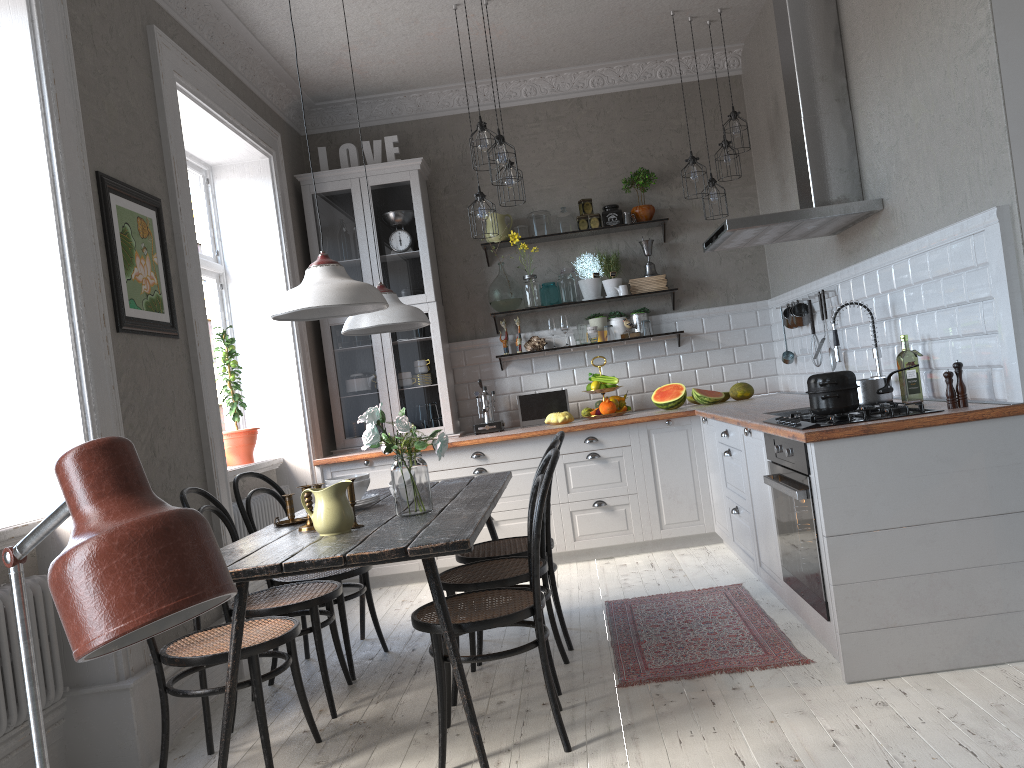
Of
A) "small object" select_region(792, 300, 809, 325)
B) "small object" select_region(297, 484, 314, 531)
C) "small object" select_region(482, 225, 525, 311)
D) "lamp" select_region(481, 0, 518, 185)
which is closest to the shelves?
"small object" select_region(482, 225, 525, 311)

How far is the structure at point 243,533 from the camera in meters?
4.7 m

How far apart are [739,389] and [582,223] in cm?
157

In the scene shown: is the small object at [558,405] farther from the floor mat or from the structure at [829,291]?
the floor mat

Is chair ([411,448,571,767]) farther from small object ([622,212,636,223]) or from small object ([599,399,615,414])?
small object ([622,212,636,223])

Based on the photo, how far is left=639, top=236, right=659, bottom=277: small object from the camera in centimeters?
617cm

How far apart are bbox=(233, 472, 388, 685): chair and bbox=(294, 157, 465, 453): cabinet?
1.79m

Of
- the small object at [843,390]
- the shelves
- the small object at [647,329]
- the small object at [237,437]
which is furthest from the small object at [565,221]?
the small object at [843,390]

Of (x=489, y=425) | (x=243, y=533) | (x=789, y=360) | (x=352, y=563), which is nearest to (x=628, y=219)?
(x=789, y=360)

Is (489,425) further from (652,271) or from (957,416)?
(957,416)
